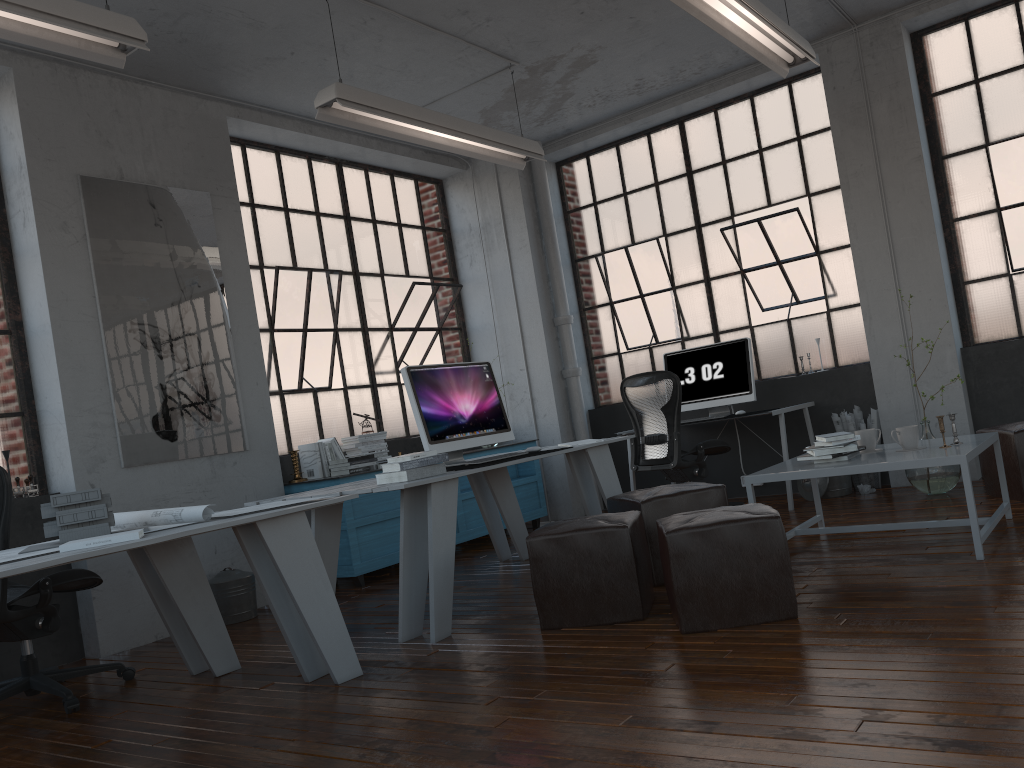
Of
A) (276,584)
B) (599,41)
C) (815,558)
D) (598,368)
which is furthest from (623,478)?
(276,584)

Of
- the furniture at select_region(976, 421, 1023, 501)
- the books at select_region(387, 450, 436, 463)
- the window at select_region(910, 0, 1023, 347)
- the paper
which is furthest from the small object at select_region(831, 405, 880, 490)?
the paper

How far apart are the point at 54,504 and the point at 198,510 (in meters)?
0.49

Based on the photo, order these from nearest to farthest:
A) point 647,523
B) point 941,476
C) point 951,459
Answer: point 951,459 → point 647,523 → point 941,476

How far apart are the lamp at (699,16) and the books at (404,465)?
2.27m

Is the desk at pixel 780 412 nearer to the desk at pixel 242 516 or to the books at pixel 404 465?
the books at pixel 404 465

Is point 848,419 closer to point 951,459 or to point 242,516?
point 951,459

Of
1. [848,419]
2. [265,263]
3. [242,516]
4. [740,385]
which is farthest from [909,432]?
[265,263]

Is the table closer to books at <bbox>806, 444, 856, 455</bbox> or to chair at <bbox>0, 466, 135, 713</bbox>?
books at <bbox>806, 444, 856, 455</bbox>

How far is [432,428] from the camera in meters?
4.5 m
